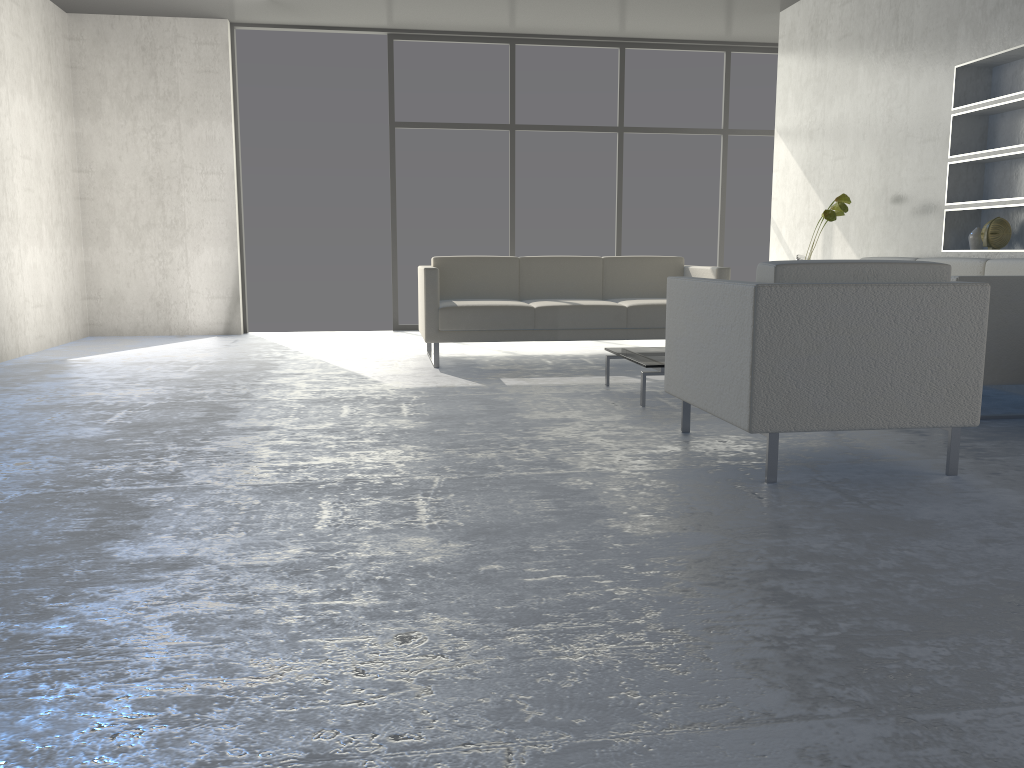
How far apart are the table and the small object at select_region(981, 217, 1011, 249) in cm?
181

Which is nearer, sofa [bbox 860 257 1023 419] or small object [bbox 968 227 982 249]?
sofa [bbox 860 257 1023 419]

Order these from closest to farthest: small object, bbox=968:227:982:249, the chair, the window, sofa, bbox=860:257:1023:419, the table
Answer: the chair < sofa, bbox=860:257:1023:419 < the table < small object, bbox=968:227:982:249 < the window

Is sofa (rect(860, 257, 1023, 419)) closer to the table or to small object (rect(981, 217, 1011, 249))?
small object (rect(981, 217, 1011, 249))

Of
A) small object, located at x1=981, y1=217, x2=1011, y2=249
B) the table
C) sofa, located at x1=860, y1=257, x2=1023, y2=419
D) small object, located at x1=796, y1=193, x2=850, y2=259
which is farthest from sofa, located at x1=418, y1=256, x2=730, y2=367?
small object, located at x1=981, y1=217, x2=1011, y2=249

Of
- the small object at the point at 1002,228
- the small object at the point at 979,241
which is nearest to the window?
the small object at the point at 979,241

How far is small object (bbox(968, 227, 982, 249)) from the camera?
4.8m

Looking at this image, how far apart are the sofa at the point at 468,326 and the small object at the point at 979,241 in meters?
1.3 m

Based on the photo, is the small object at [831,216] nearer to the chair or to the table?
the table

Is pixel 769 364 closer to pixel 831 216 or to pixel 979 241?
pixel 979 241
